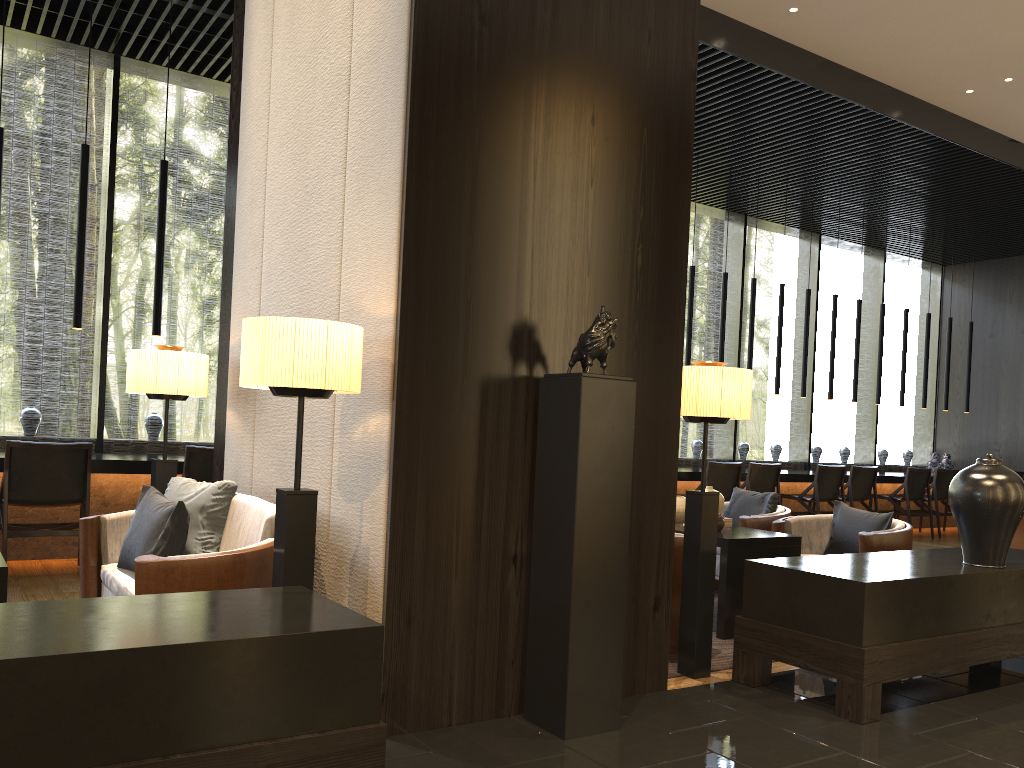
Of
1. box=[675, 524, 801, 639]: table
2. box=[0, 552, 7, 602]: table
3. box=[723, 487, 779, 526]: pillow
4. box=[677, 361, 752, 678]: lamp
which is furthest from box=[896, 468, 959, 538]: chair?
box=[0, 552, 7, 602]: table

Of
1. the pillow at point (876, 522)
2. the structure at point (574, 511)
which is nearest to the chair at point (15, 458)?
the structure at point (574, 511)

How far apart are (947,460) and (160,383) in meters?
10.4

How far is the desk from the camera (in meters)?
5.86

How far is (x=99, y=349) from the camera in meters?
7.3

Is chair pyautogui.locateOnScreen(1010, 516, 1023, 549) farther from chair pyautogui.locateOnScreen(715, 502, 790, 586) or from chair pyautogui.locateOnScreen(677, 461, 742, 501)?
chair pyautogui.locateOnScreen(715, 502, 790, 586)

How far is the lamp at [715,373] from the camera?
3.6 meters

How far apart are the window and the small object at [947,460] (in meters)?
1.44

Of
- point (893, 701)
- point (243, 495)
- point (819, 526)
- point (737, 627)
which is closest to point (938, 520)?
point (819, 526)

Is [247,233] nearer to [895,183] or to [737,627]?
[737,627]
